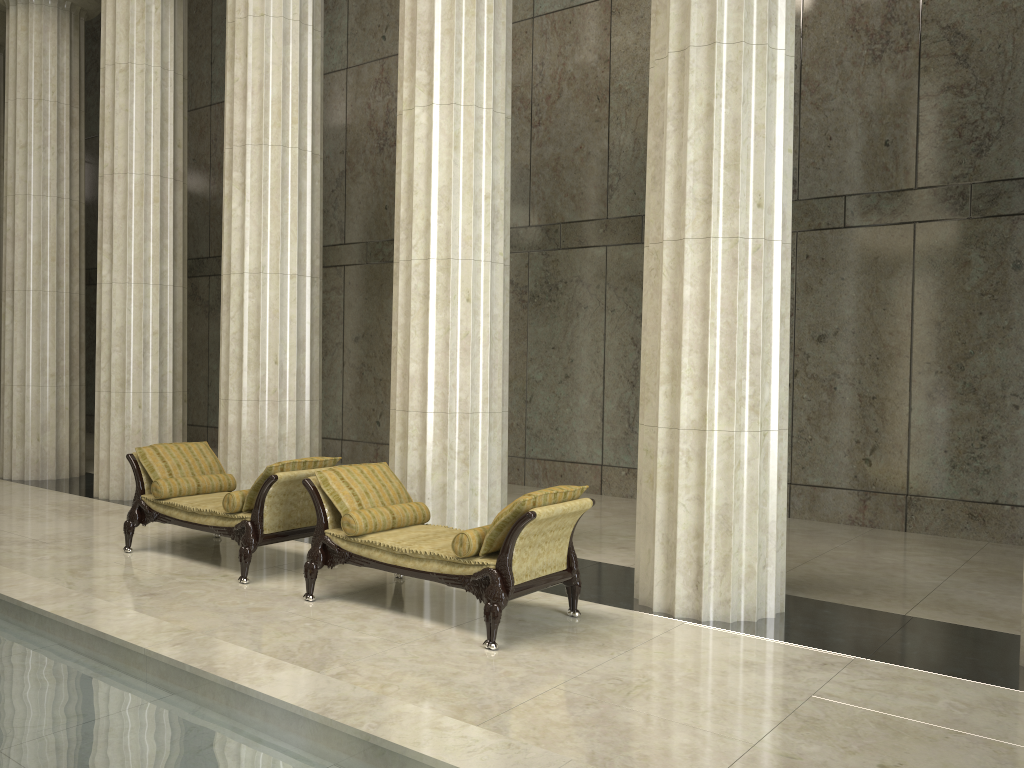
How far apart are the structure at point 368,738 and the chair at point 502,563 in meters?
1.6

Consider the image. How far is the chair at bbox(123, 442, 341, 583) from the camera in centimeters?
698cm

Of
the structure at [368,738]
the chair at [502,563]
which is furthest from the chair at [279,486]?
the structure at [368,738]

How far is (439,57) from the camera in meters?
7.6

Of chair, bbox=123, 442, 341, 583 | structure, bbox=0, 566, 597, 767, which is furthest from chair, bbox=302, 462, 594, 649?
structure, bbox=0, 566, 597, 767

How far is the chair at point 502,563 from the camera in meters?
5.5

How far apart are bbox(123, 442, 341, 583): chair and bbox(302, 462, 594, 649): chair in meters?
0.4 m

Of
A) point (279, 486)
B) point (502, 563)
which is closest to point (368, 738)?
point (502, 563)

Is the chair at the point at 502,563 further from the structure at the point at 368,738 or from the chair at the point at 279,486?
the structure at the point at 368,738

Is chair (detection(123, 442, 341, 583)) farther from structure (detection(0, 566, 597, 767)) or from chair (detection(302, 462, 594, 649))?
structure (detection(0, 566, 597, 767))
